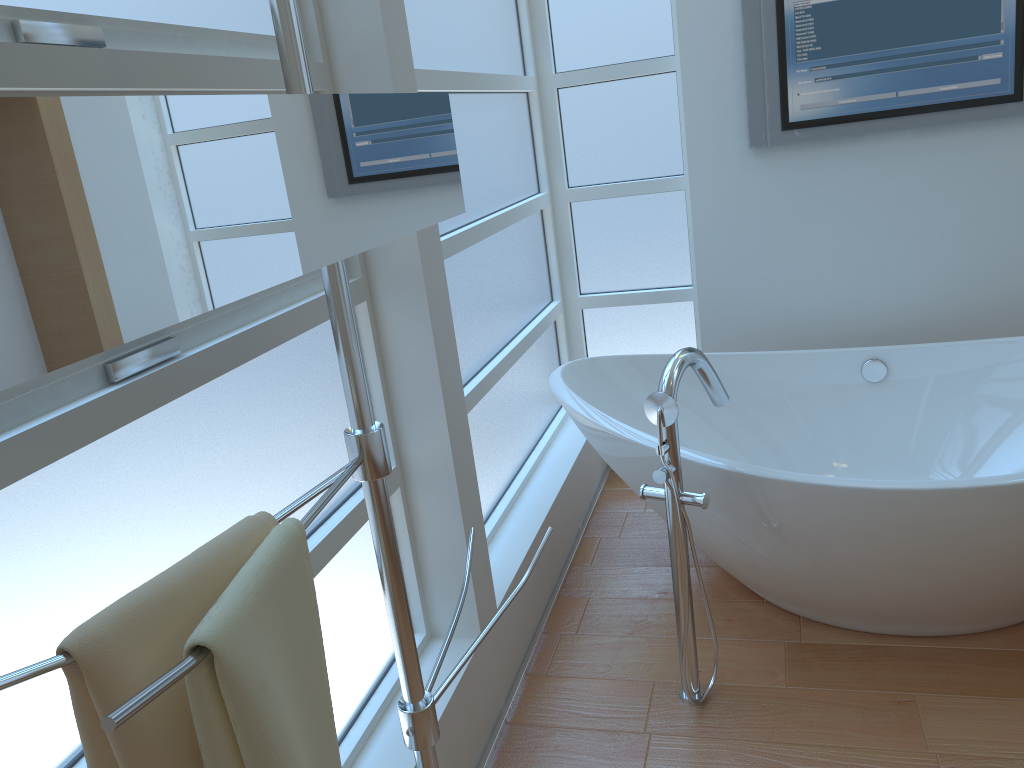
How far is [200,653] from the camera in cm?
65

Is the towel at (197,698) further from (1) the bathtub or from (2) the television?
(2) the television

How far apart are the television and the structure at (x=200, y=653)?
1.8m

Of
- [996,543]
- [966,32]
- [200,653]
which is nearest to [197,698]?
[200,653]

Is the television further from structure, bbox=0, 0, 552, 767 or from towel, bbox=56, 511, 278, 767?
towel, bbox=56, 511, 278, 767

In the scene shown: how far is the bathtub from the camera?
1.9 meters

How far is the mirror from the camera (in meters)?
0.56

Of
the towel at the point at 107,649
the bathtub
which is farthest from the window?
the towel at the point at 107,649

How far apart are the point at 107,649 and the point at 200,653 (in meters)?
0.09

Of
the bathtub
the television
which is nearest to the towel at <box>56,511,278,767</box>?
the bathtub
